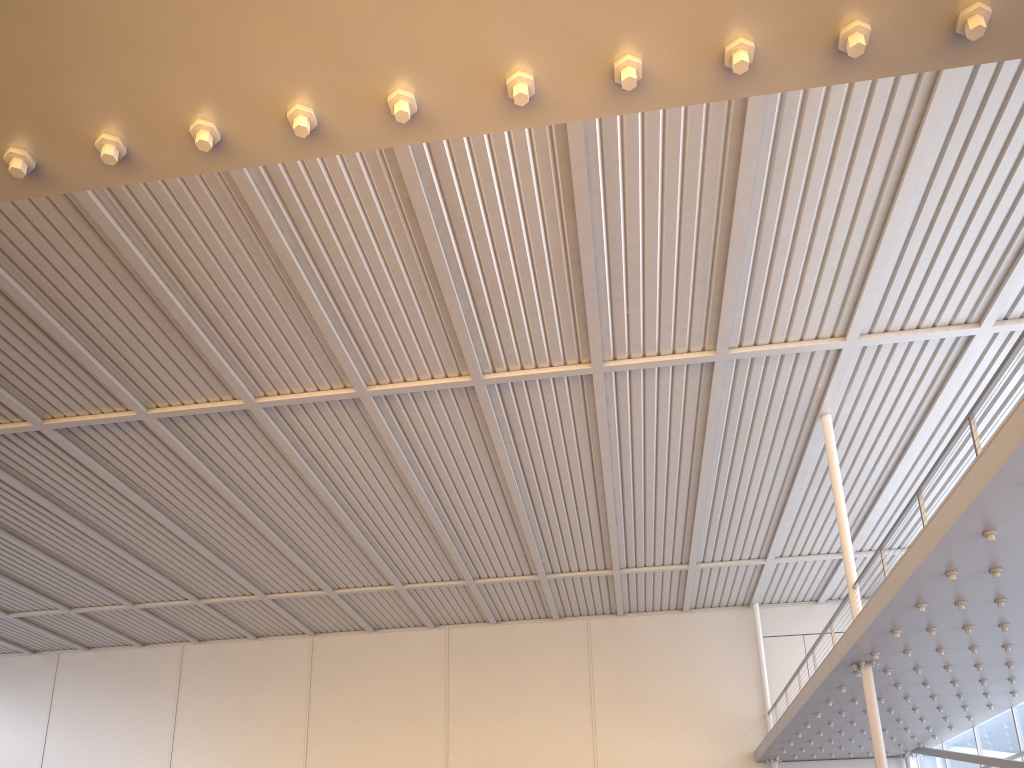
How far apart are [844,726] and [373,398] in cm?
1371
